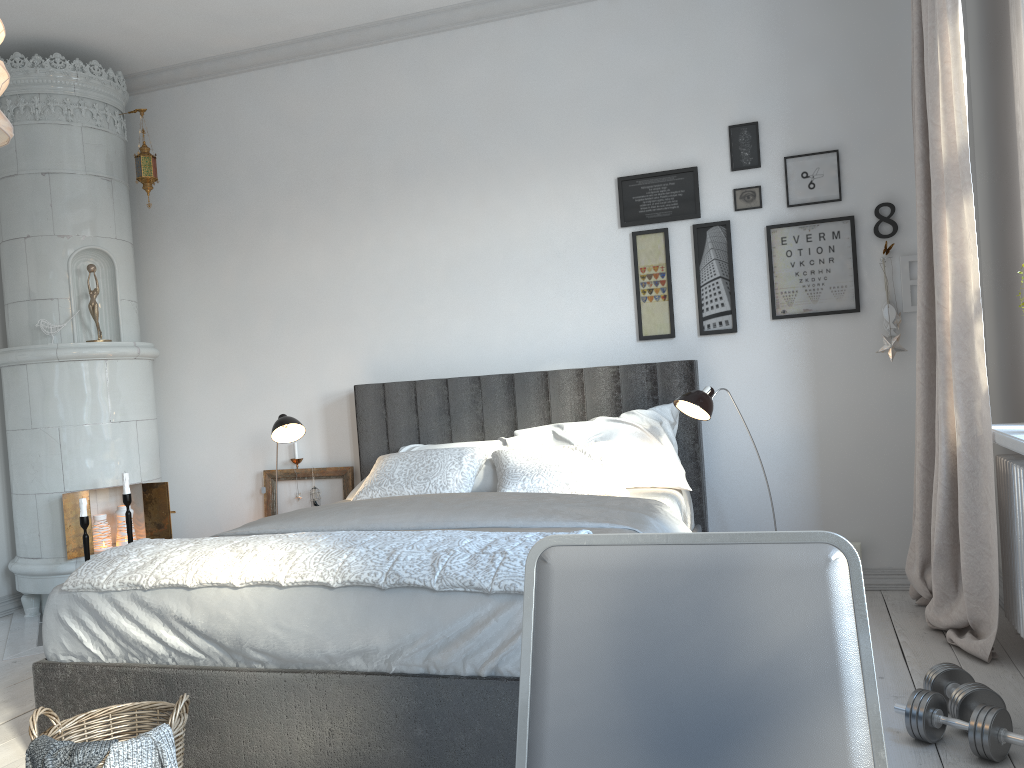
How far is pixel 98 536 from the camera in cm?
437

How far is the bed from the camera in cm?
209

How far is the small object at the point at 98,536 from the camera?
4.4 meters

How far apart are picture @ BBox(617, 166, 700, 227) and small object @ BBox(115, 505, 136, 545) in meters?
2.8 m

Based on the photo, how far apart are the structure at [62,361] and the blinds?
3.43m

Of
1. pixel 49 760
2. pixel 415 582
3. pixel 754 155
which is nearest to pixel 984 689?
pixel 415 582

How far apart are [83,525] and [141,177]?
1.8m

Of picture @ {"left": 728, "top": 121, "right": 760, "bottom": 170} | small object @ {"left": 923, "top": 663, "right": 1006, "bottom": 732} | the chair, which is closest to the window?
small object @ {"left": 923, "top": 663, "right": 1006, "bottom": 732}

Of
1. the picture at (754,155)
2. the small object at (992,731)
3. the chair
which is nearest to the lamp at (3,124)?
the chair

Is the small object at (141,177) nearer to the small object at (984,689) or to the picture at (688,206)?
the picture at (688,206)
